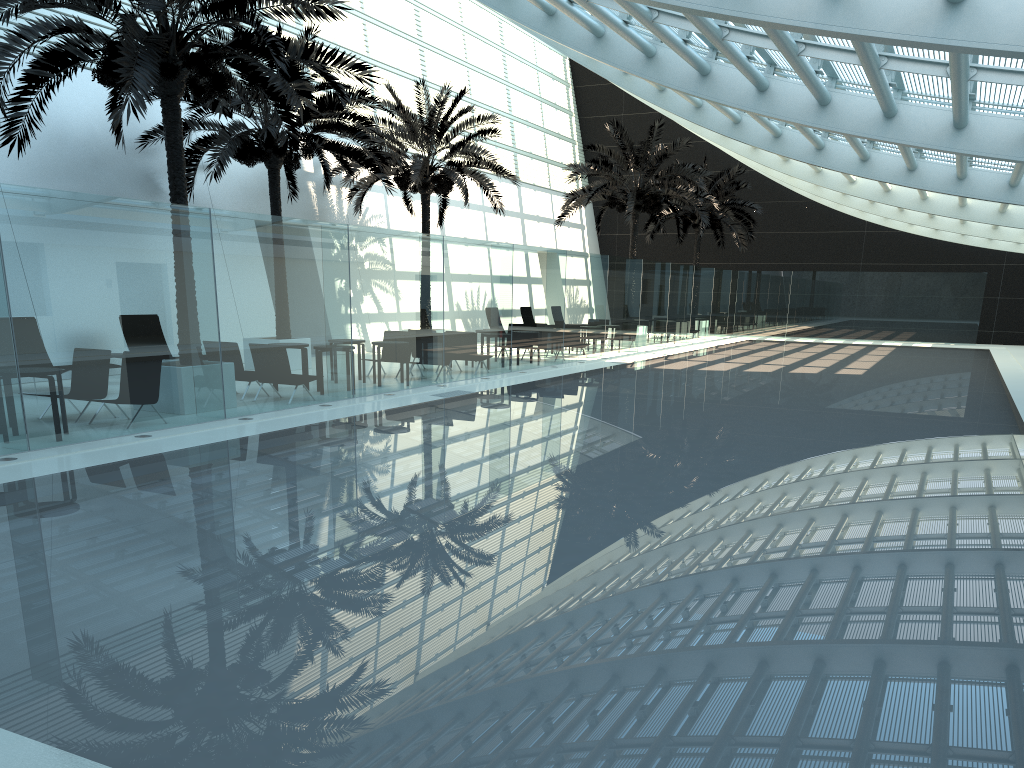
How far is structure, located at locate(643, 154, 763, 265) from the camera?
34.7m

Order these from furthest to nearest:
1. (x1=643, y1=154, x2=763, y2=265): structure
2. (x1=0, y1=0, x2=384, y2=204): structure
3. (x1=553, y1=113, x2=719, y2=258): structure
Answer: (x1=643, y1=154, x2=763, y2=265): structure → (x1=553, y1=113, x2=719, y2=258): structure → (x1=0, y1=0, x2=384, y2=204): structure

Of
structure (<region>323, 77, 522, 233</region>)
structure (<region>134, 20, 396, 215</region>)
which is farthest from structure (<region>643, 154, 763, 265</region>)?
structure (<region>134, 20, 396, 215</region>)

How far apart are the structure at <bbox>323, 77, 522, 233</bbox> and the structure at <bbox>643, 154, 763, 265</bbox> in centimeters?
1173cm

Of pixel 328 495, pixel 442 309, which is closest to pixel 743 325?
pixel 442 309

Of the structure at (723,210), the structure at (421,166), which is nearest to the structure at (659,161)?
the structure at (421,166)

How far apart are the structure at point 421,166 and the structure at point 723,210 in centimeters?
1173cm

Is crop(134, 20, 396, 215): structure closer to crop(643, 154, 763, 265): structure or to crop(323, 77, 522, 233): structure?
crop(323, 77, 522, 233): structure

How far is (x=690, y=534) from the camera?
6.60m

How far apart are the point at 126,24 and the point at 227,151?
6.56m
